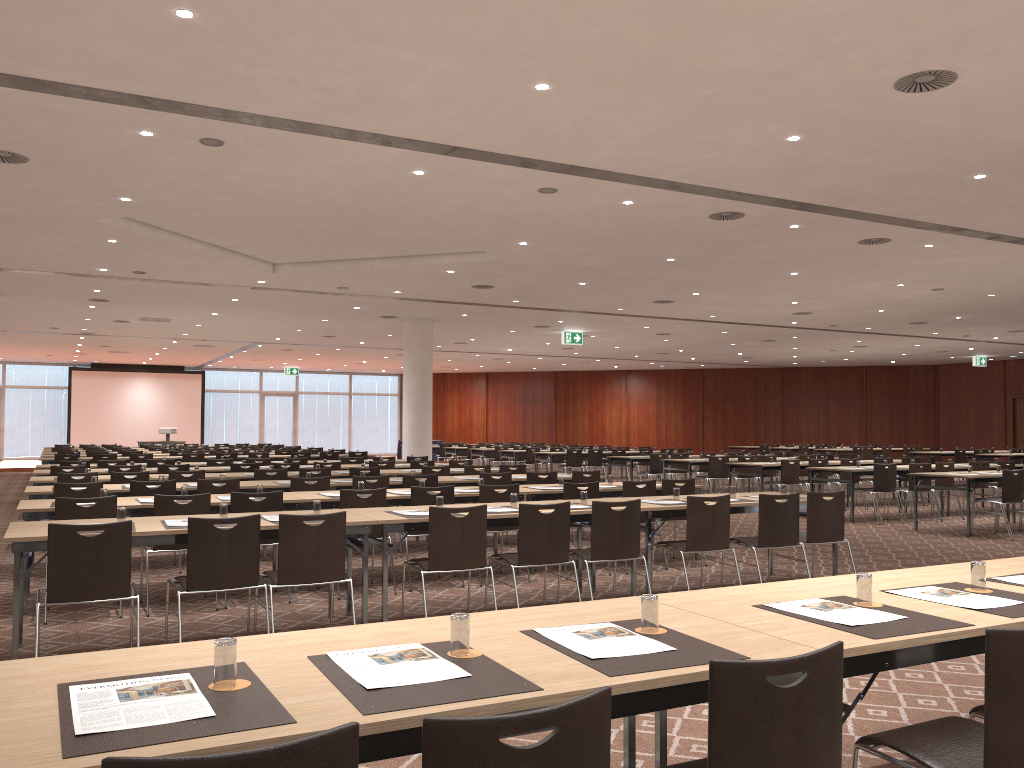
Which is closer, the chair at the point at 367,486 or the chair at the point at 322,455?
the chair at the point at 367,486

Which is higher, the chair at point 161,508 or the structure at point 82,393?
the structure at point 82,393

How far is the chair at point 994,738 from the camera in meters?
2.4 m

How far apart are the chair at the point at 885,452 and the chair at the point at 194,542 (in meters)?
25.57

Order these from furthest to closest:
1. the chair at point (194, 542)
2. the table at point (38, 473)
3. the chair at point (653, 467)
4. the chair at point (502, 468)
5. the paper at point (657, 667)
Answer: the chair at point (653, 467)
the chair at point (502, 468)
the table at point (38, 473)
the chair at point (194, 542)
the paper at point (657, 667)

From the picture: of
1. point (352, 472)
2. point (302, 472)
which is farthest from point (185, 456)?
point (352, 472)

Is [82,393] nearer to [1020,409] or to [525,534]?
[525,534]

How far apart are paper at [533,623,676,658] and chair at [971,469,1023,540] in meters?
11.0

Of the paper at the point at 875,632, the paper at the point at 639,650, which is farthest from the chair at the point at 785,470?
the paper at the point at 639,650

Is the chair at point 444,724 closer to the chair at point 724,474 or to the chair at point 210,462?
the chair at point 210,462
